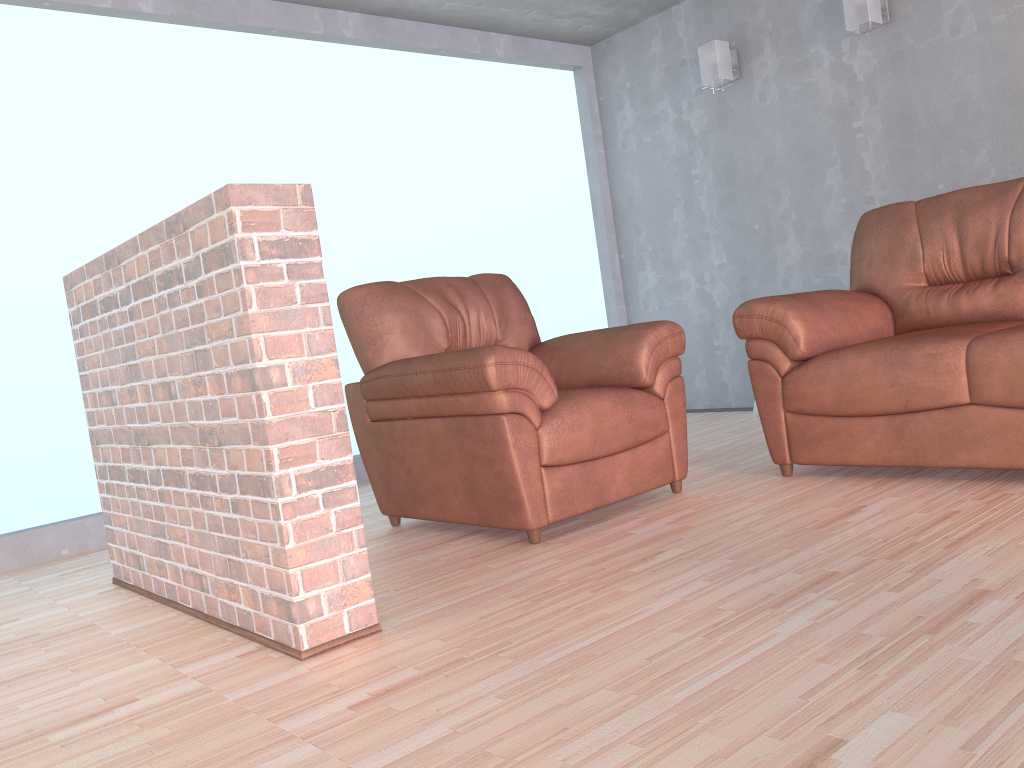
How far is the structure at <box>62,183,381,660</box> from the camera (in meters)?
1.96

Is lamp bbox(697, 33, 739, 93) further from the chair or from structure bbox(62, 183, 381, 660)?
structure bbox(62, 183, 381, 660)

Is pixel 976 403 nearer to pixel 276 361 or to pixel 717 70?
pixel 276 361

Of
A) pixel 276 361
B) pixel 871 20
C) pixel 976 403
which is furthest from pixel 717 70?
pixel 276 361

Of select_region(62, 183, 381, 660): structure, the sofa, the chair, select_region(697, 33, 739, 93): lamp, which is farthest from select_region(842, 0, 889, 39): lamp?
select_region(62, 183, 381, 660): structure

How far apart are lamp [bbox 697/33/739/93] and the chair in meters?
2.1

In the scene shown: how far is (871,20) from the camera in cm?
429

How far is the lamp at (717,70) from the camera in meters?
5.0

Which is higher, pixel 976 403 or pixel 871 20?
pixel 871 20

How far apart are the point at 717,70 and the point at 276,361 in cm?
384
